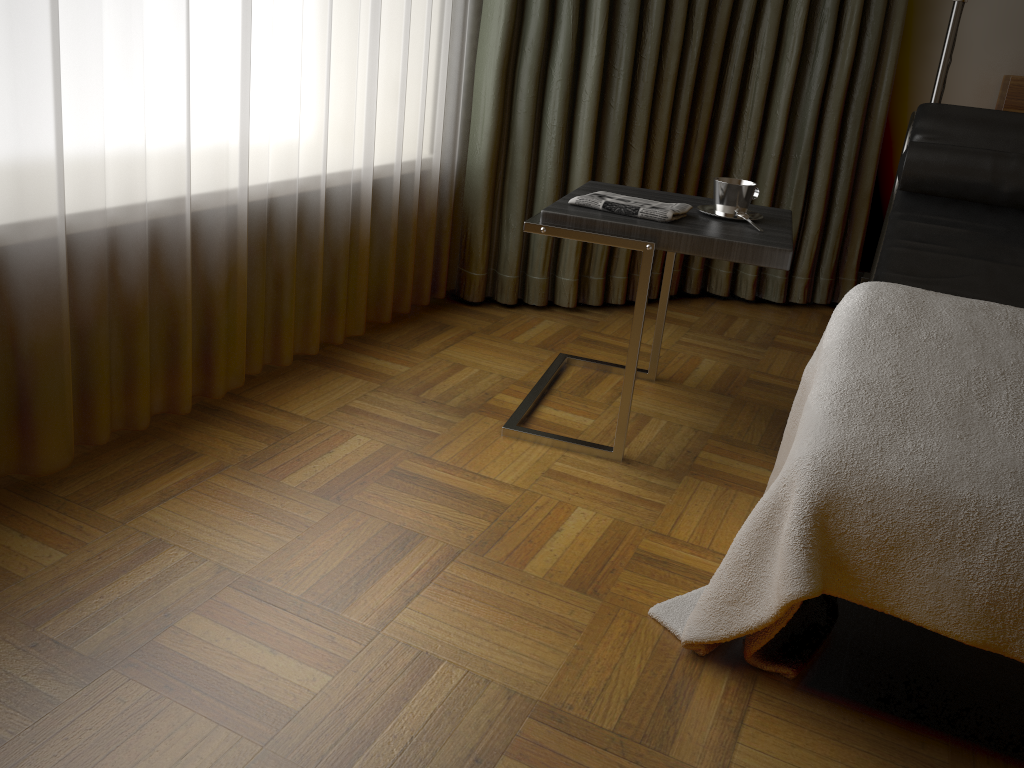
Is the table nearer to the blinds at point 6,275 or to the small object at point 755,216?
the small object at point 755,216

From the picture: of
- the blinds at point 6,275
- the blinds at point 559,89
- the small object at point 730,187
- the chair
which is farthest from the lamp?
the blinds at point 6,275

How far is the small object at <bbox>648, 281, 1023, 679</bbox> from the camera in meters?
1.1 m

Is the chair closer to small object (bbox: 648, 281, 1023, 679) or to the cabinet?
the cabinet

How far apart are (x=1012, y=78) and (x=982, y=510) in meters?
2.1 m

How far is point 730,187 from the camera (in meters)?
1.93

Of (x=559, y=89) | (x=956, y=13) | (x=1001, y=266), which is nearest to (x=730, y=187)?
(x=1001, y=266)

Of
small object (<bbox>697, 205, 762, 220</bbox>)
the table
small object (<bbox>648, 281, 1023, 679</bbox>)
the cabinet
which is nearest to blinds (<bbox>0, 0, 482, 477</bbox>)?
the table

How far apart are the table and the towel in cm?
1

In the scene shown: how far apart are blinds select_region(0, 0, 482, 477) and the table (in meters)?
0.52
